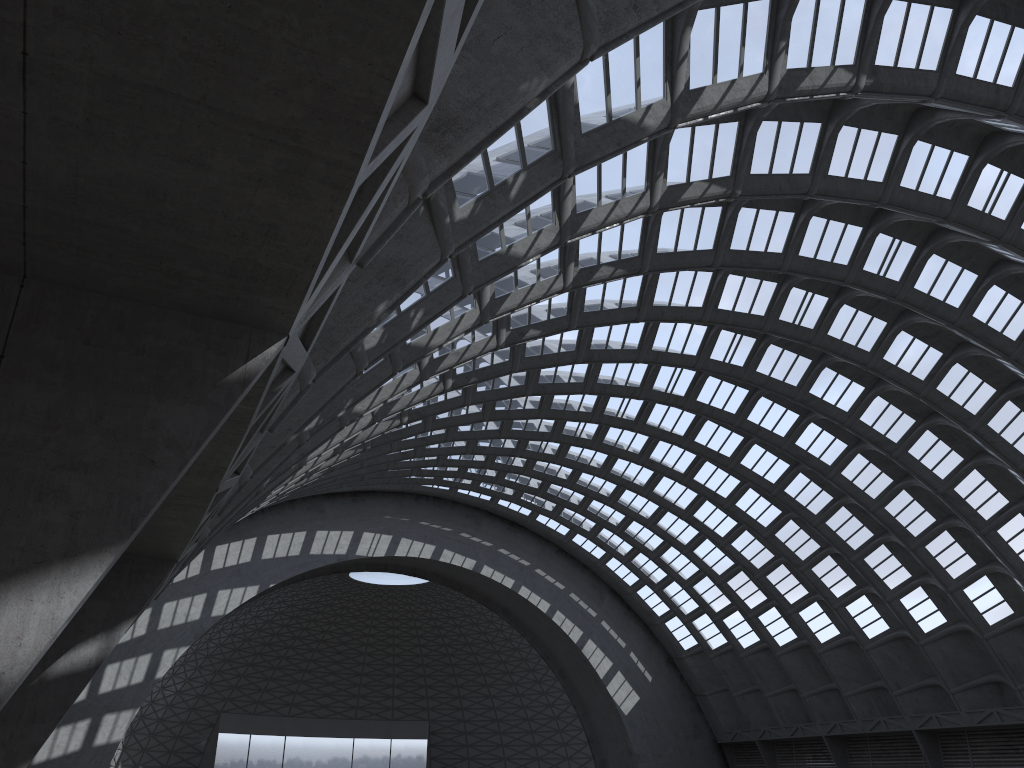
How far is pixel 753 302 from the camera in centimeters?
3204cm
